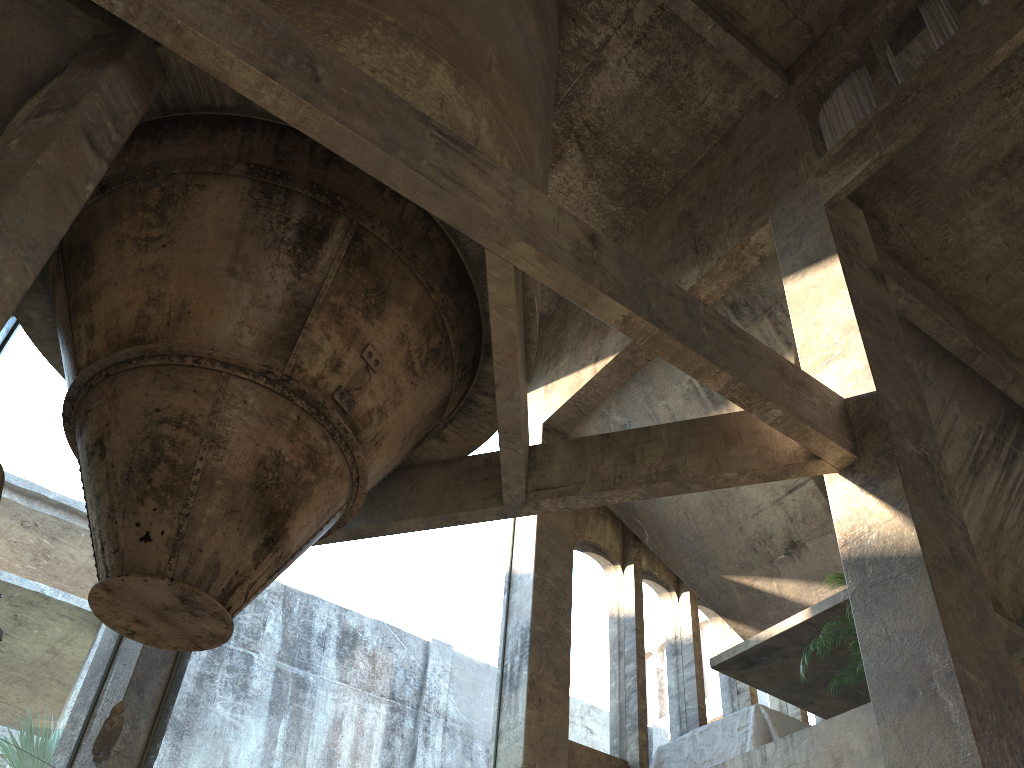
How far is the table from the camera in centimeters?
747cm

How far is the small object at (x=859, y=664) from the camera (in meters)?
6.97

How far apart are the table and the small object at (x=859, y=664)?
0.75m

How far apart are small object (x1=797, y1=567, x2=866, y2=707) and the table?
0.75m

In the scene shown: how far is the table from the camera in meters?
7.5

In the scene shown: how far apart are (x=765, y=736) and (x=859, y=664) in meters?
1.1

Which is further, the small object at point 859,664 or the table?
the table

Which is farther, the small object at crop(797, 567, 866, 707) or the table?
the table
